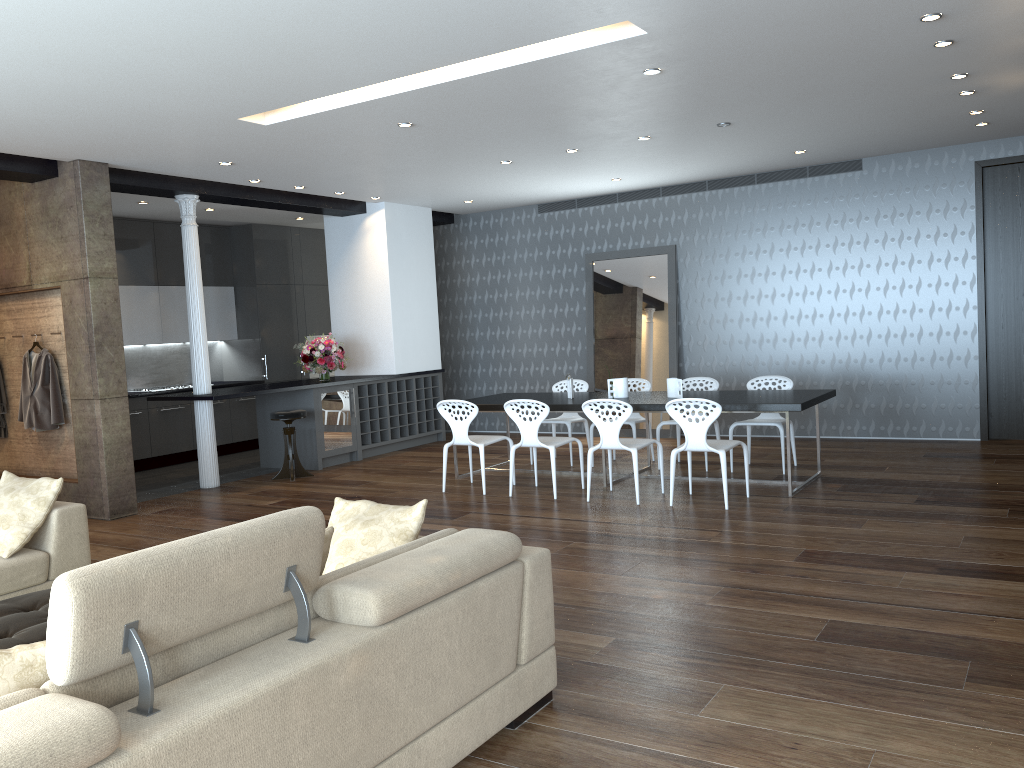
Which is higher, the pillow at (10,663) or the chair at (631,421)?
the pillow at (10,663)

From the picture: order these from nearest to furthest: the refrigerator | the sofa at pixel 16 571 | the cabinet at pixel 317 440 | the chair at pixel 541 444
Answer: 1. the sofa at pixel 16 571
2. the chair at pixel 541 444
3. the cabinet at pixel 317 440
4. the refrigerator

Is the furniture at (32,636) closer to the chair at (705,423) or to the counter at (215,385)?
the chair at (705,423)

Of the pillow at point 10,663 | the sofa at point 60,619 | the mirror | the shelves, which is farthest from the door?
the pillow at point 10,663

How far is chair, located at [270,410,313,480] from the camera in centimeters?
895cm

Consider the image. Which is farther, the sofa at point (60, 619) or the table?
the table

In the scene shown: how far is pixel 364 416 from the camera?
10.35m

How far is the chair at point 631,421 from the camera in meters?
8.6

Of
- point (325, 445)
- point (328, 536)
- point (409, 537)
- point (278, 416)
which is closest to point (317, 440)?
point (325, 445)

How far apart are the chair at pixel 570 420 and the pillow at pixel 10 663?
7.05m
